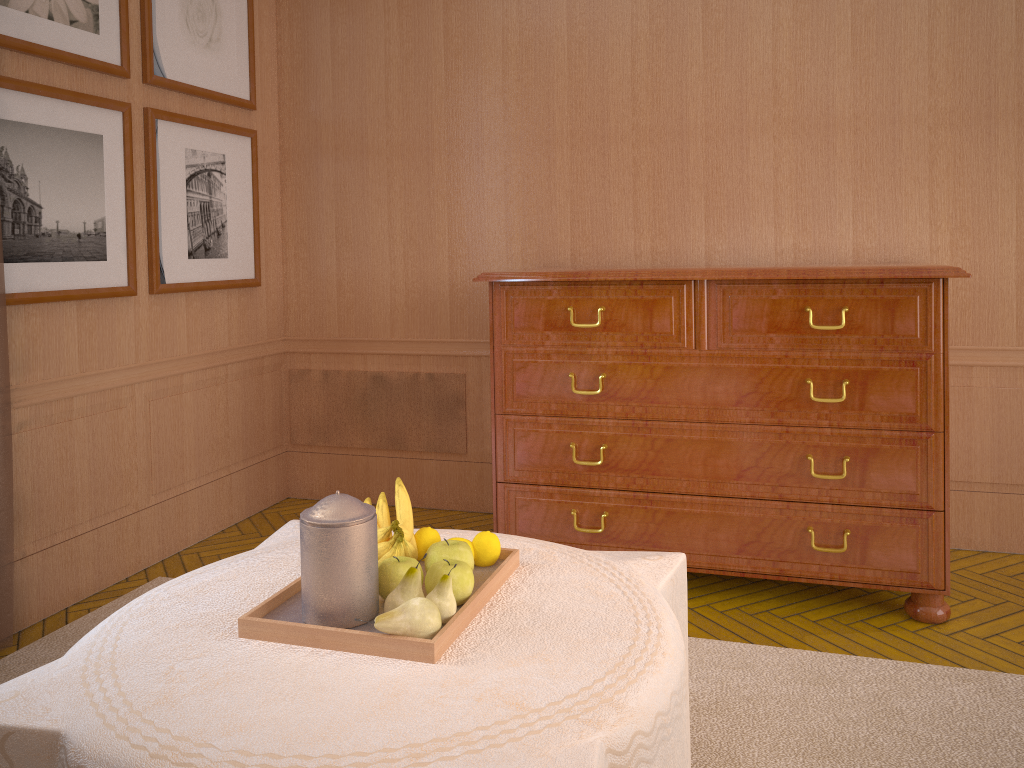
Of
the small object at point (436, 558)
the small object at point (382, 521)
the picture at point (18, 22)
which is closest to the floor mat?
the small object at point (436, 558)

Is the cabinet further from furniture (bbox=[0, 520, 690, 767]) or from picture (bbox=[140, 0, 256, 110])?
picture (bbox=[140, 0, 256, 110])

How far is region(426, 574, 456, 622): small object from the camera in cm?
272

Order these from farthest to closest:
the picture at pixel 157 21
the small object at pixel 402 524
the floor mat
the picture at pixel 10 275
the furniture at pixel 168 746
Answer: the picture at pixel 157 21 < the picture at pixel 10 275 < the floor mat < the small object at pixel 402 524 < the furniture at pixel 168 746

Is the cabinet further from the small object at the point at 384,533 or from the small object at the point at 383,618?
the small object at the point at 383,618

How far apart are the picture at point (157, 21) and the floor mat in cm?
322

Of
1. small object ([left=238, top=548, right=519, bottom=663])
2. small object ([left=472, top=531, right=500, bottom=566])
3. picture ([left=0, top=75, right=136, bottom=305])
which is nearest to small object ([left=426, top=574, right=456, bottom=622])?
small object ([left=238, top=548, right=519, bottom=663])

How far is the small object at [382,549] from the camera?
3.0m

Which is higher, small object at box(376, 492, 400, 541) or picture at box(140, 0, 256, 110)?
picture at box(140, 0, 256, 110)

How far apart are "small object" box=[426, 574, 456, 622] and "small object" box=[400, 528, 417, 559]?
0.4 meters
